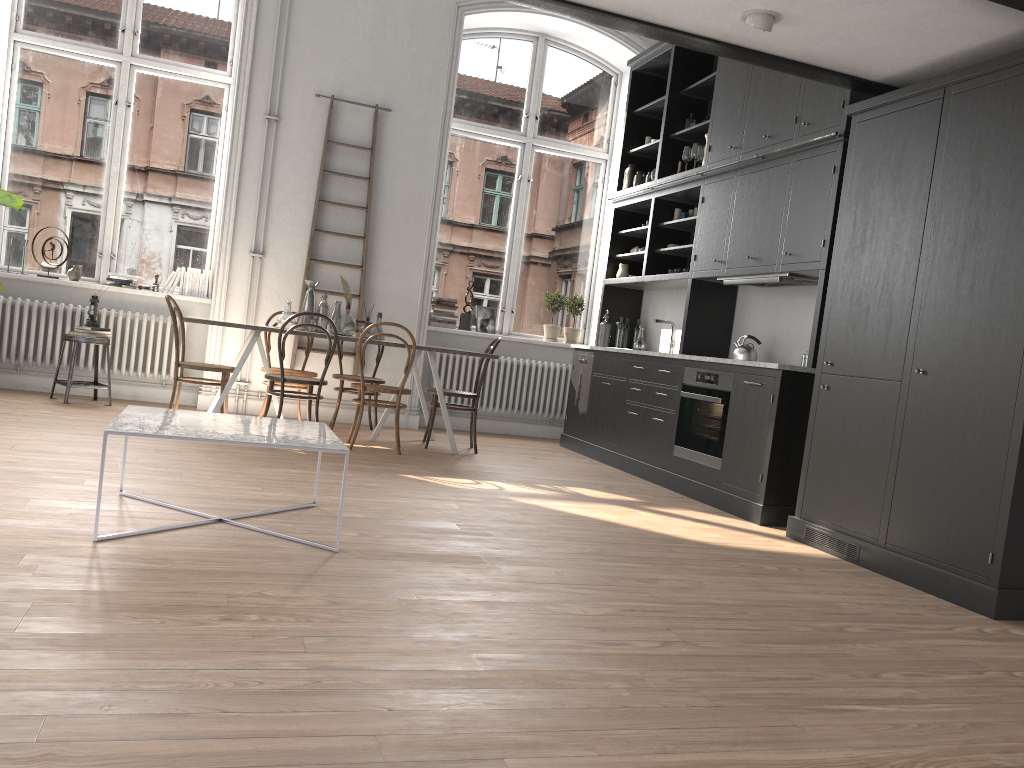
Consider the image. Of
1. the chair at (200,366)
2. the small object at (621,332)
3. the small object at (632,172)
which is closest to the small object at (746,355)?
the small object at (621,332)

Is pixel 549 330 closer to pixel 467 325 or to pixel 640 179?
pixel 467 325

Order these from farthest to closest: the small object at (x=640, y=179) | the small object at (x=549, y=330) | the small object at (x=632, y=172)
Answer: the small object at (x=549, y=330), the small object at (x=632, y=172), the small object at (x=640, y=179)

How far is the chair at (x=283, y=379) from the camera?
6.0m

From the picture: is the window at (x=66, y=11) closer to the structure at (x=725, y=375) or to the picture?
the picture

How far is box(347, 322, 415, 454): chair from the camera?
6.2 meters

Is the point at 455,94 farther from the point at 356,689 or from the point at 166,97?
the point at 356,689

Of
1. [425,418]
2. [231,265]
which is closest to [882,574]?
[425,418]

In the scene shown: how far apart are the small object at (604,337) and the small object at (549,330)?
0.8m

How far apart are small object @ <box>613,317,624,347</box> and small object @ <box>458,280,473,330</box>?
1.4 meters
